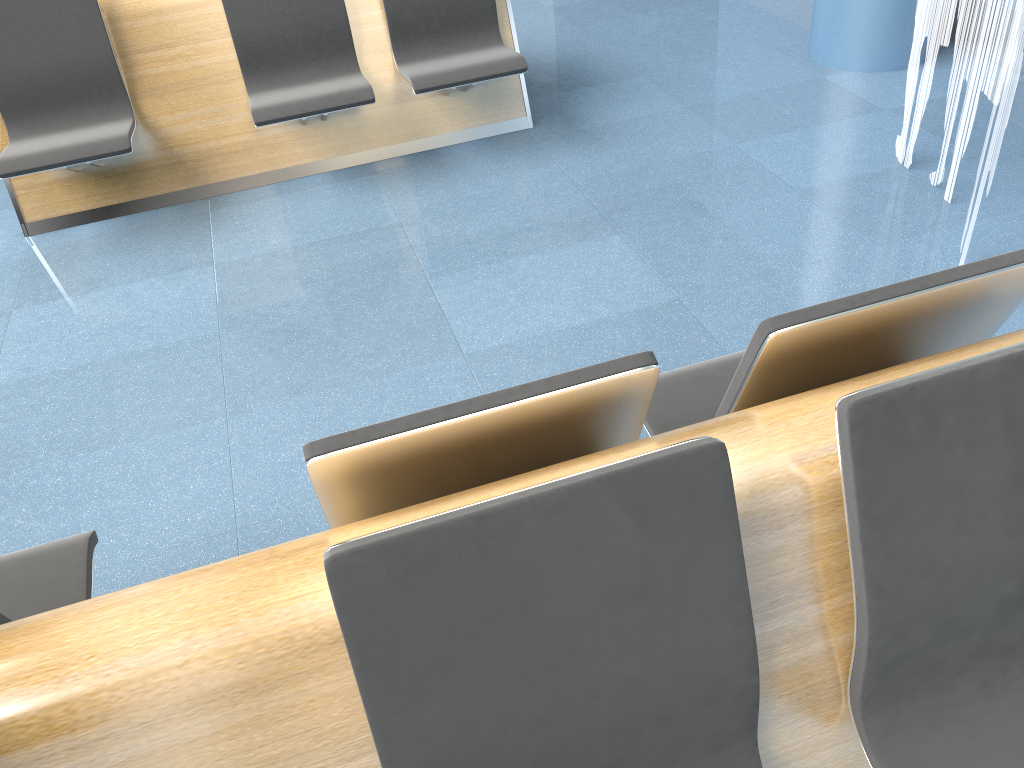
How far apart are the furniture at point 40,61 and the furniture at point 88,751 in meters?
2.2

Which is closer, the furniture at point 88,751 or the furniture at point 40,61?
the furniture at point 88,751

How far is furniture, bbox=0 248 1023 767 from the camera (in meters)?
1.03

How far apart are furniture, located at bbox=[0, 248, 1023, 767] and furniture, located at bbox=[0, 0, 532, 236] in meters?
2.2

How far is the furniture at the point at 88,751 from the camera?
1.03m

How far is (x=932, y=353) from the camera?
1.48m

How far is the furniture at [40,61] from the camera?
3.5 meters
